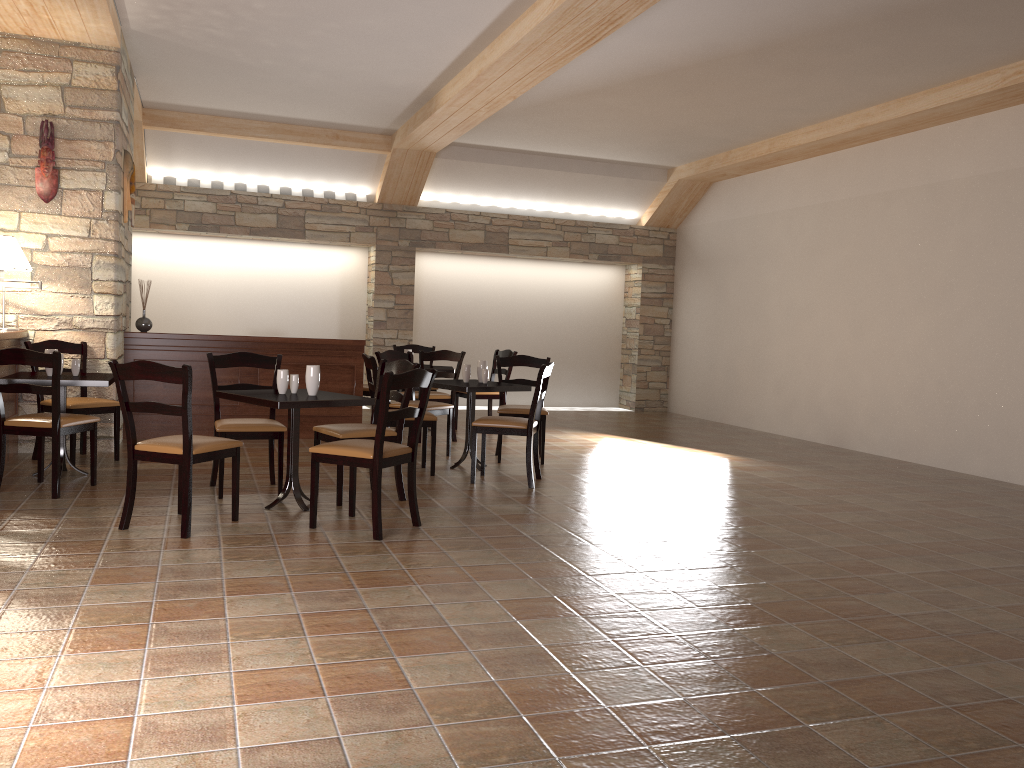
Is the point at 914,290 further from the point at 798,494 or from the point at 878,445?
the point at 798,494

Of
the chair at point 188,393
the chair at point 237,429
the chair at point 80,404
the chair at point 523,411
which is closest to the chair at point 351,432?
the chair at point 237,429

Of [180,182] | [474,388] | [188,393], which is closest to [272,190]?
[180,182]

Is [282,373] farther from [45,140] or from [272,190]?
[272,190]

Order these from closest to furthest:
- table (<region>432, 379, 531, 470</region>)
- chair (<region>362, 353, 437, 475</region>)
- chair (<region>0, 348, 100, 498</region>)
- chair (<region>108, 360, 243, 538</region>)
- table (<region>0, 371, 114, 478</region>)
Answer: chair (<region>108, 360, 243, 538</region>) < chair (<region>0, 348, 100, 498</region>) < table (<region>0, 371, 114, 478</region>) < chair (<region>362, 353, 437, 475</region>) < table (<region>432, 379, 531, 470</region>)

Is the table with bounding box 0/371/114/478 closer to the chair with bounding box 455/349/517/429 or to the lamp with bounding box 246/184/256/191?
the chair with bounding box 455/349/517/429

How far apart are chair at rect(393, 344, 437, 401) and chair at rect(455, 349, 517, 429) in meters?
1.0

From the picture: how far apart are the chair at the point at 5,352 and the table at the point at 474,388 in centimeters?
231cm

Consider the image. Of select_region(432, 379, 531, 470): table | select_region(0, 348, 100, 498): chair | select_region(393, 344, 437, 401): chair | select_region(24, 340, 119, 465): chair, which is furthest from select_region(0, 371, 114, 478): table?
select_region(393, 344, 437, 401): chair

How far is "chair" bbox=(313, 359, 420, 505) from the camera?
5.2 meters
